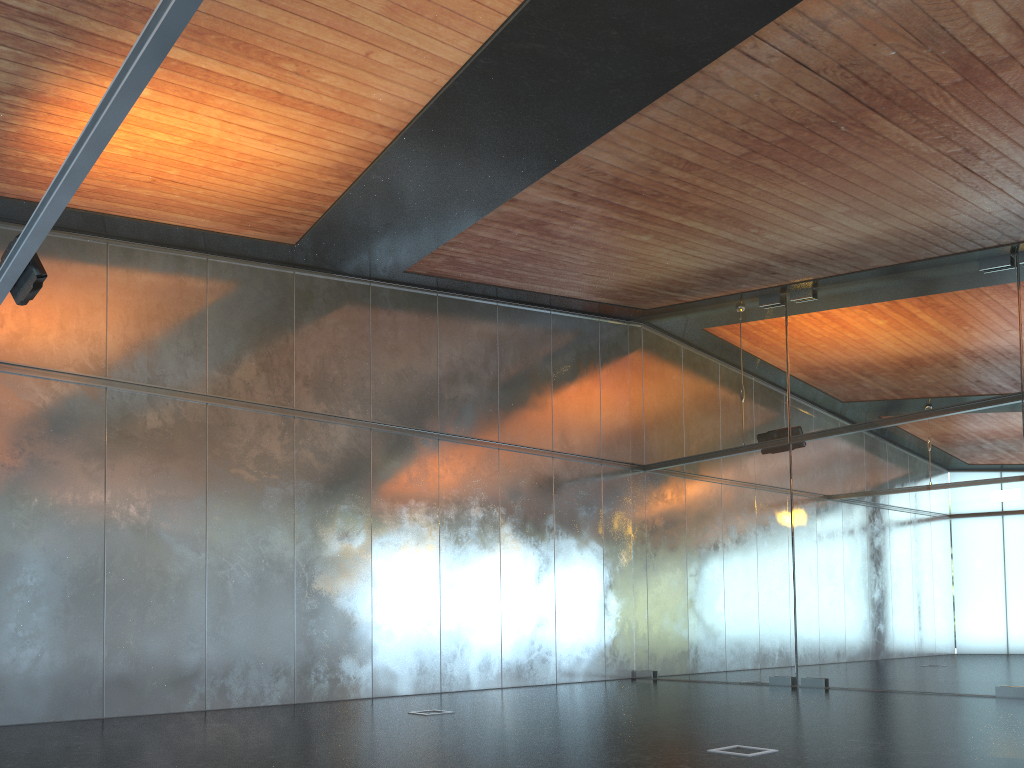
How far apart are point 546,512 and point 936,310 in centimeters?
681cm

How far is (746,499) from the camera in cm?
1434
